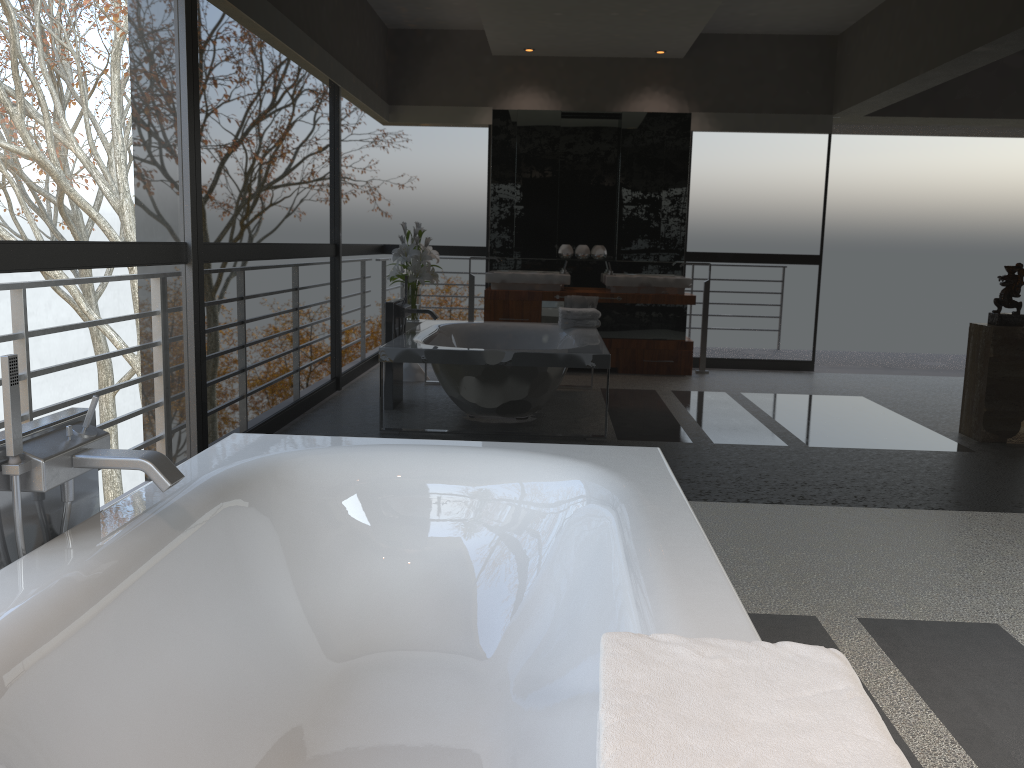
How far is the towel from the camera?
0.8m

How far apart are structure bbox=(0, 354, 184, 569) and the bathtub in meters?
0.0

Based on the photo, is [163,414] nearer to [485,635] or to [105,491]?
[485,635]

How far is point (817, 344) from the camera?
3.8 meters

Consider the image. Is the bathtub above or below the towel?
below

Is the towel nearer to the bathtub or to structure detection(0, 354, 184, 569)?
the bathtub

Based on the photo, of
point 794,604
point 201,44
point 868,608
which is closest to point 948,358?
point 868,608

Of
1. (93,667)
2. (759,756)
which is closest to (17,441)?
(93,667)

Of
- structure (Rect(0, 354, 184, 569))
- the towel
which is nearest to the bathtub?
structure (Rect(0, 354, 184, 569))

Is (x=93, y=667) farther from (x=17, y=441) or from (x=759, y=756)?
(x=759, y=756)
